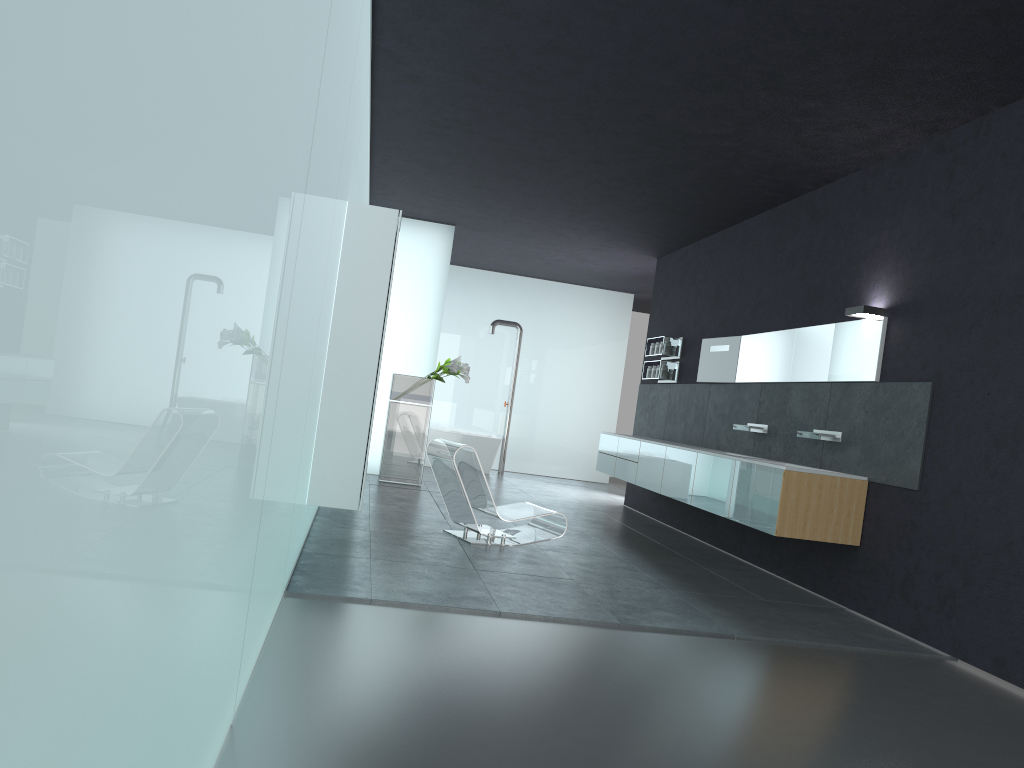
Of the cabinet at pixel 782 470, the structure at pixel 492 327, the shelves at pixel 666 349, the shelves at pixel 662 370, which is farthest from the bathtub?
the shelves at pixel 662 370

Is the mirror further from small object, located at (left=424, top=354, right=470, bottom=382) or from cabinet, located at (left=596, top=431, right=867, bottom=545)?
small object, located at (left=424, top=354, right=470, bottom=382)

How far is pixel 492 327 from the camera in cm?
1626

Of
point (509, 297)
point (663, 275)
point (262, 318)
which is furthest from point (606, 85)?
point (509, 297)

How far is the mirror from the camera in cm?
740

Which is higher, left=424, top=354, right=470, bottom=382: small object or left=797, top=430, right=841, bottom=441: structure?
left=424, top=354, right=470, bottom=382: small object

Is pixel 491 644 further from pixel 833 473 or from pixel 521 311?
pixel 521 311

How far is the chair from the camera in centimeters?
788cm

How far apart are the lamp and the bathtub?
9.08m

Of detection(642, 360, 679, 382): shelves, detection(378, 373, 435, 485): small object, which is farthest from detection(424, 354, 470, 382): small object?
detection(642, 360, 679, 382): shelves
